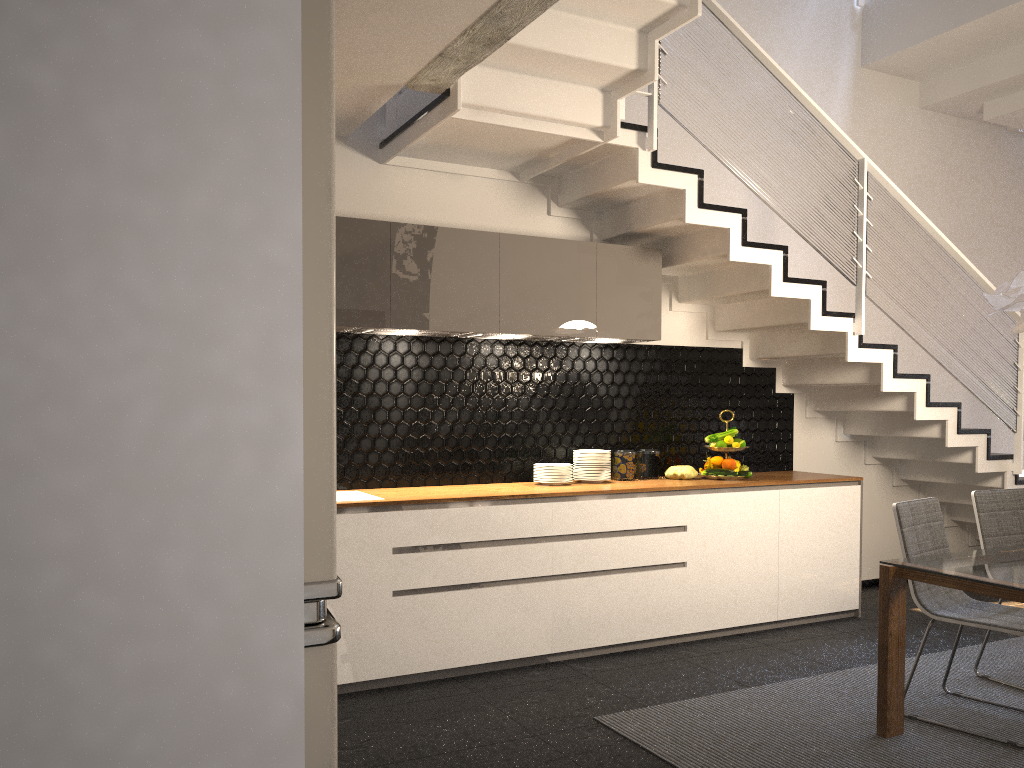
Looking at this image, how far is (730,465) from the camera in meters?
5.3 m

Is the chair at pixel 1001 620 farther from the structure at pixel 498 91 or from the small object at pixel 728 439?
the small object at pixel 728 439

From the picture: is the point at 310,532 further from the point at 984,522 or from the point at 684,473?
the point at 684,473

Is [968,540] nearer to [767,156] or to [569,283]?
[767,156]

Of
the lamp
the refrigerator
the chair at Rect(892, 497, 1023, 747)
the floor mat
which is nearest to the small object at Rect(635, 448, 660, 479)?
the floor mat

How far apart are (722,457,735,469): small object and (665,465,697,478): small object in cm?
19

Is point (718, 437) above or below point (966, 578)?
above

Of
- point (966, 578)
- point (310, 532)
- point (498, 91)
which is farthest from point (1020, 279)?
point (310, 532)

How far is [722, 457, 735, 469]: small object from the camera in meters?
5.3

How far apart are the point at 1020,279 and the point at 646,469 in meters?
2.3
